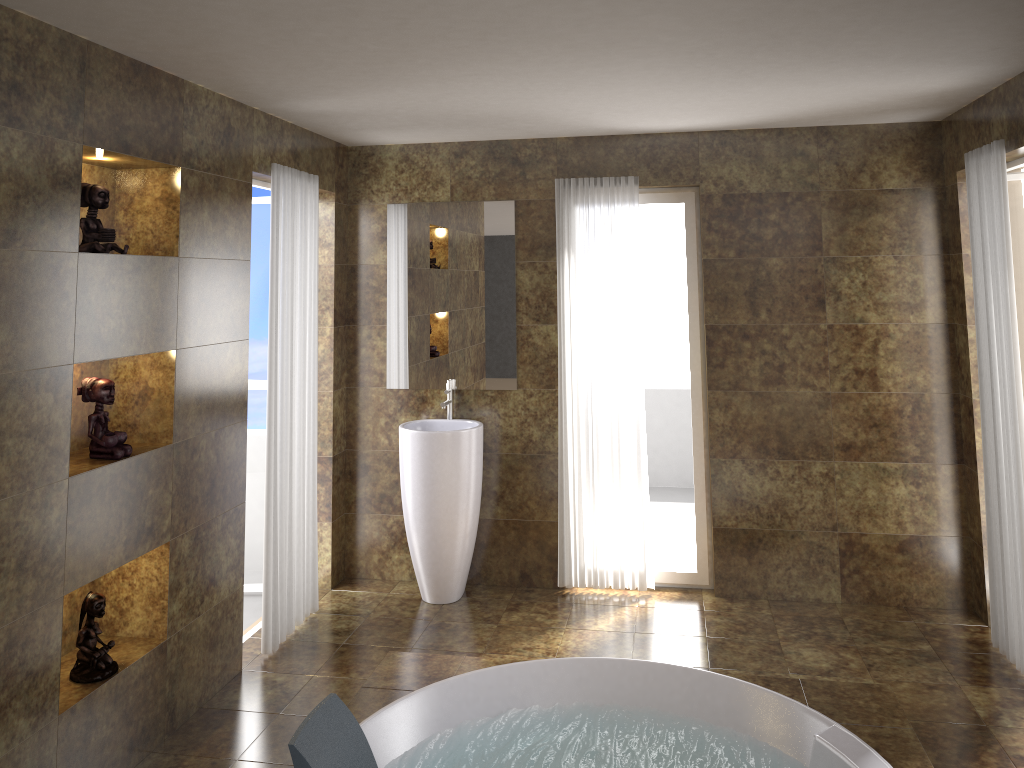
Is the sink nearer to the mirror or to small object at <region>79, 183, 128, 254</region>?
the mirror

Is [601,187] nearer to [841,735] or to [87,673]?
[841,735]

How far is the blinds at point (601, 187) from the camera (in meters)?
4.80

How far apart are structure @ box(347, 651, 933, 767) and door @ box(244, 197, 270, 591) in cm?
146

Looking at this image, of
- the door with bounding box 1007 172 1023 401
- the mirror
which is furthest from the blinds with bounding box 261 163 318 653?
the door with bounding box 1007 172 1023 401

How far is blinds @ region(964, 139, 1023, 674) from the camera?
3.7 meters

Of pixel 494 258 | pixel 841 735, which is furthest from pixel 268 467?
pixel 841 735

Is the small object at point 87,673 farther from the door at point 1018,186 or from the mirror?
the door at point 1018,186

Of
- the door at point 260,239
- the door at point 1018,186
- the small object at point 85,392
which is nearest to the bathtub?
the small object at point 85,392

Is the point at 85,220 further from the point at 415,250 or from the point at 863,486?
the point at 863,486
